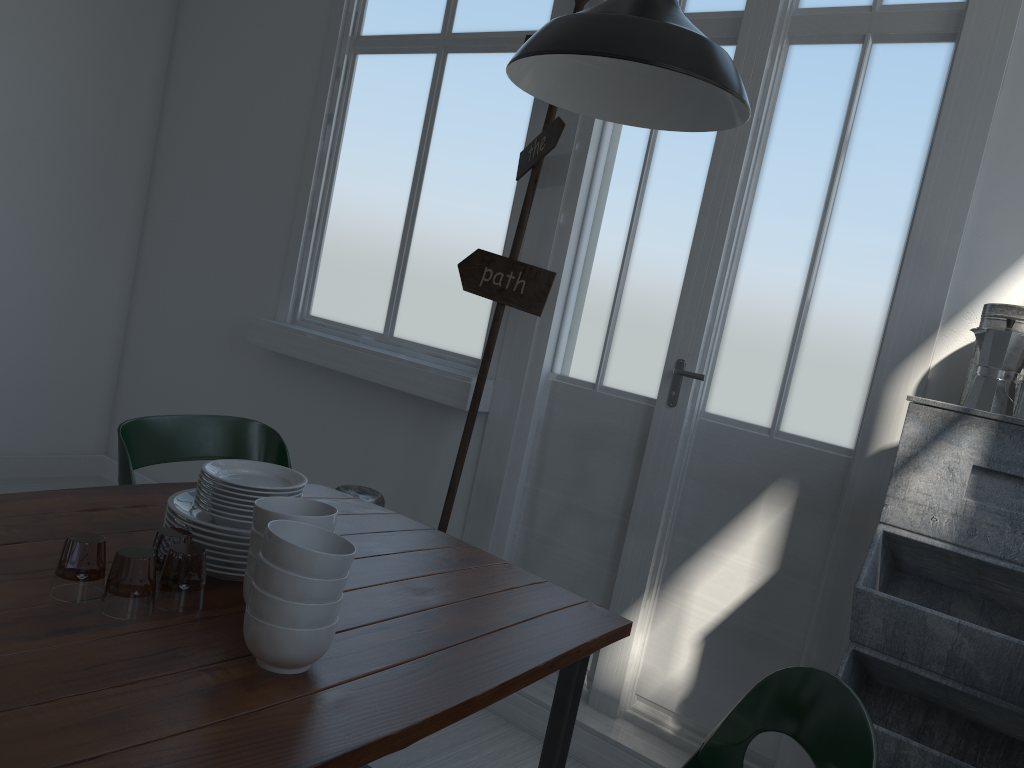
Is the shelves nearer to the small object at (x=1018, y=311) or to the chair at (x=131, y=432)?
the small object at (x=1018, y=311)

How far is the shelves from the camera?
1.97m

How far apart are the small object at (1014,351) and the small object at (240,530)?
1.7 meters

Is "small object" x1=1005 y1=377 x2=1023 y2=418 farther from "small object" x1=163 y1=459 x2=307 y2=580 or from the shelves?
"small object" x1=163 y1=459 x2=307 y2=580

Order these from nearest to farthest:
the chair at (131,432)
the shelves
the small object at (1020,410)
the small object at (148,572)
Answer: the shelves < the small object at (1020,410) < the chair at (131,432) < the small object at (148,572)

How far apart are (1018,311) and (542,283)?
1.6m

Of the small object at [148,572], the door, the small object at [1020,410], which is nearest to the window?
the door

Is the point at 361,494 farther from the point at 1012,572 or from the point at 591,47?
the point at 1012,572

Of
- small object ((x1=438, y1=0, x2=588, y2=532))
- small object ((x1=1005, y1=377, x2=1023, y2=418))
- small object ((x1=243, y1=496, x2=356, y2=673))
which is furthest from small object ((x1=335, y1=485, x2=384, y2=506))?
small object ((x1=1005, y1=377, x2=1023, y2=418))

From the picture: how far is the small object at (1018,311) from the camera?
2.34m
